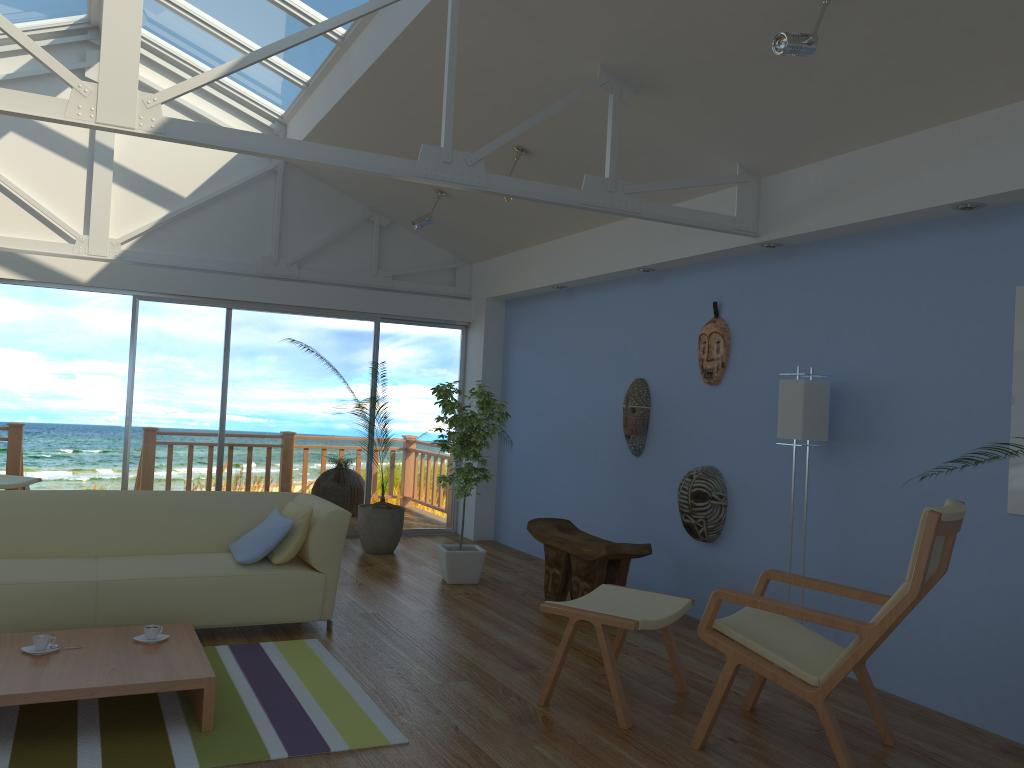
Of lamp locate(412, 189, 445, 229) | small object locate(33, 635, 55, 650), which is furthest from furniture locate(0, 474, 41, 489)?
small object locate(33, 635, 55, 650)

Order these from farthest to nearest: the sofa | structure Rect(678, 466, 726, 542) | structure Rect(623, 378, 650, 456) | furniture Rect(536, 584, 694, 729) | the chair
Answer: structure Rect(623, 378, 650, 456)
structure Rect(678, 466, 726, 542)
the sofa
furniture Rect(536, 584, 694, 729)
the chair

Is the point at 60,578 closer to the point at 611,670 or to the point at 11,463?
the point at 611,670

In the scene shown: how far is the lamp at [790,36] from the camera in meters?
3.2

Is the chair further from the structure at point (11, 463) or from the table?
the structure at point (11, 463)

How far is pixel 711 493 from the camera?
5.22m

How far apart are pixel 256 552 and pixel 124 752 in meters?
1.6

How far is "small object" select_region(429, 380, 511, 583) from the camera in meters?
6.0

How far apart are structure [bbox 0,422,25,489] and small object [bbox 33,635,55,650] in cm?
583

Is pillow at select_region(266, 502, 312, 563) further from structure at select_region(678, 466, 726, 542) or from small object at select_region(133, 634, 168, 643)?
structure at select_region(678, 466, 726, 542)
